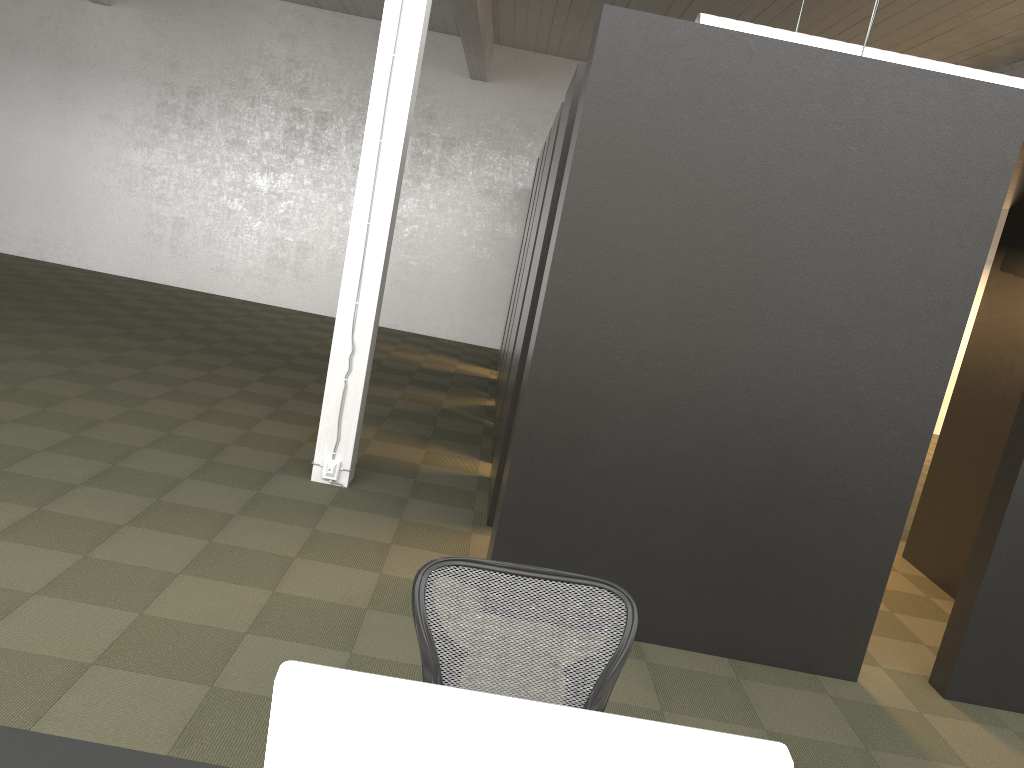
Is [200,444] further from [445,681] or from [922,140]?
[922,140]

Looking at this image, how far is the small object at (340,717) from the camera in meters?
1.1

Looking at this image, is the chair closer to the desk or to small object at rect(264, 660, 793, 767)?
the desk

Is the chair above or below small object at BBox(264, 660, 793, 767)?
below

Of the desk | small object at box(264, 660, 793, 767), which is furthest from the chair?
small object at box(264, 660, 793, 767)

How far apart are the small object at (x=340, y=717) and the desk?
0.7 meters

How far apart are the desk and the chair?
0.65m

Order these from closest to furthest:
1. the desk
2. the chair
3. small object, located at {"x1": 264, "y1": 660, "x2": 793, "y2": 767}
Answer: small object, located at {"x1": 264, "y1": 660, "x2": 793, "y2": 767} < the desk < the chair

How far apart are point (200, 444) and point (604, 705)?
4.65m

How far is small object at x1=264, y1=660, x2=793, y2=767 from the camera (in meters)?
1.05
